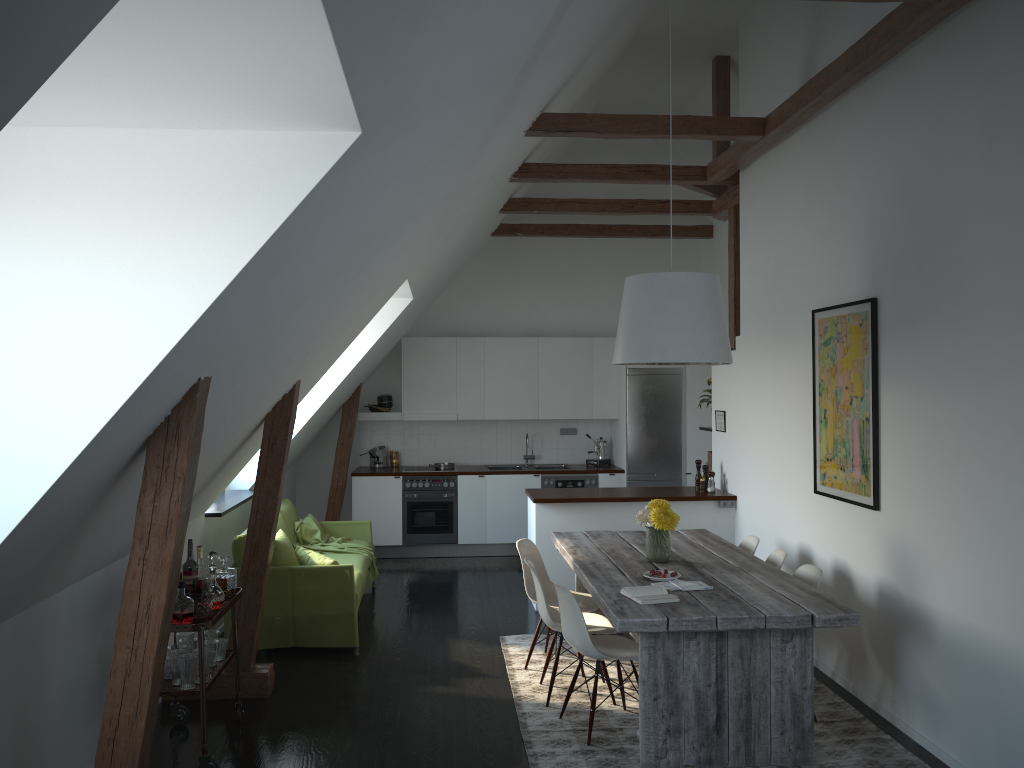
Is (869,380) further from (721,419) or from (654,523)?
(721,419)

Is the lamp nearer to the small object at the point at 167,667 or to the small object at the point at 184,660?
the small object at the point at 184,660

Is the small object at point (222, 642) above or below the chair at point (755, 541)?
below

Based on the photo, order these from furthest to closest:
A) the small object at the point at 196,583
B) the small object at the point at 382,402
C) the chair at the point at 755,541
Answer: the small object at the point at 382,402 < the chair at the point at 755,541 < the small object at the point at 196,583

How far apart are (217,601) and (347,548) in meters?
3.0 m

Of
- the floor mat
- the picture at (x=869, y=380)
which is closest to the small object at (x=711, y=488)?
the picture at (x=869, y=380)

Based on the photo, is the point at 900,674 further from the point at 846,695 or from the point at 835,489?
the point at 835,489

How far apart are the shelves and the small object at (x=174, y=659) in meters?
0.0

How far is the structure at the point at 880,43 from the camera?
4.4 meters

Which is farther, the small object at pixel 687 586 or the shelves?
the small object at pixel 687 586
